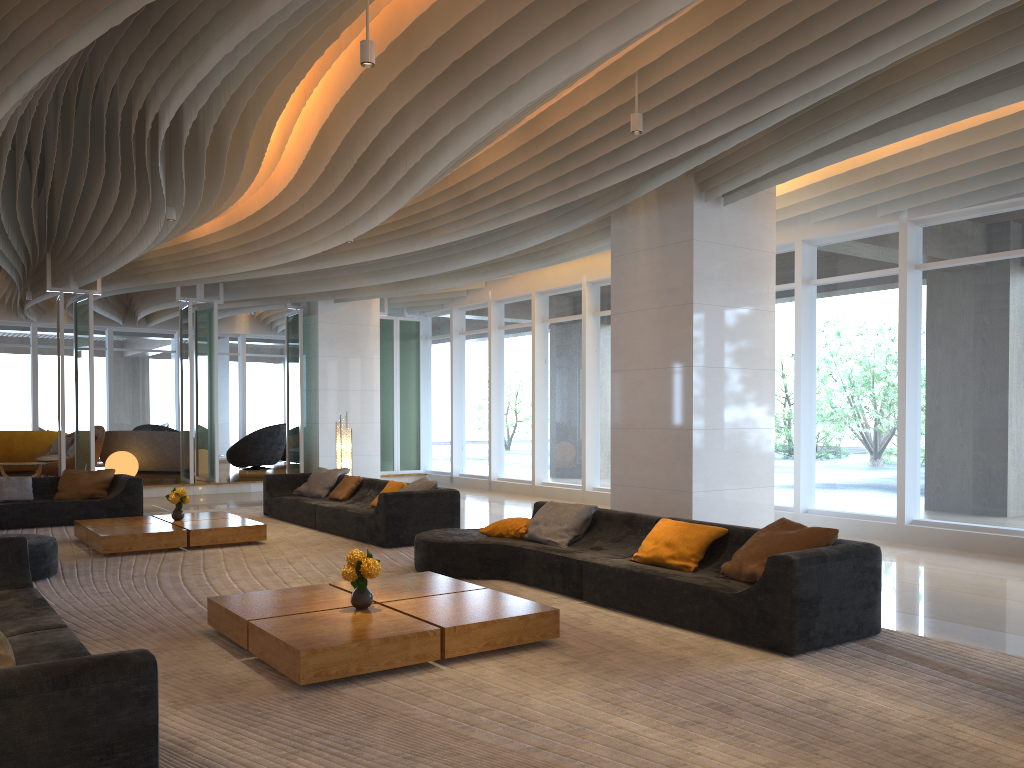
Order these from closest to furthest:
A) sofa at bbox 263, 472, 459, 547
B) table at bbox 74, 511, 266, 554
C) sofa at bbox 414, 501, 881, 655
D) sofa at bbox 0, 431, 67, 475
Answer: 1. sofa at bbox 414, 501, 881, 655
2. table at bbox 74, 511, 266, 554
3. sofa at bbox 263, 472, 459, 547
4. sofa at bbox 0, 431, 67, 475

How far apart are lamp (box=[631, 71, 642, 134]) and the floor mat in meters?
3.5

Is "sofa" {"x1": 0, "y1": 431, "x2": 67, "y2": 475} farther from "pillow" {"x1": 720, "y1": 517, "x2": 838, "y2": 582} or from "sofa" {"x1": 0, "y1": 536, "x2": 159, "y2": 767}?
"pillow" {"x1": 720, "y1": 517, "x2": 838, "y2": 582}

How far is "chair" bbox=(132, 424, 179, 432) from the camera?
20.2 meters

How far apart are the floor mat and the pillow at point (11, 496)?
0.8m

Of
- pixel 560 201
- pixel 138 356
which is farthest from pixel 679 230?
pixel 138 356

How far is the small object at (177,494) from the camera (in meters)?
9.72

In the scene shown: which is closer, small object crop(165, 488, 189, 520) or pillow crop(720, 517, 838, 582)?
pillow crop(720, 517, 838, 582)

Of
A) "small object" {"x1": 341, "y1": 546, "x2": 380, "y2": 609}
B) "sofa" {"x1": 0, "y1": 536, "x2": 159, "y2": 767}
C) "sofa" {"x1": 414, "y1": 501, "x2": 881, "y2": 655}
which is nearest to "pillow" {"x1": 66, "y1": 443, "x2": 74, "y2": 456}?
"sofa" {"x1": 414, "y1": 501, "x2": 881, "y2": 655}

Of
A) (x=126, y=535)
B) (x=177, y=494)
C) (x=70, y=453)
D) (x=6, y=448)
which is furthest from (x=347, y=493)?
(x=6, y=448)
